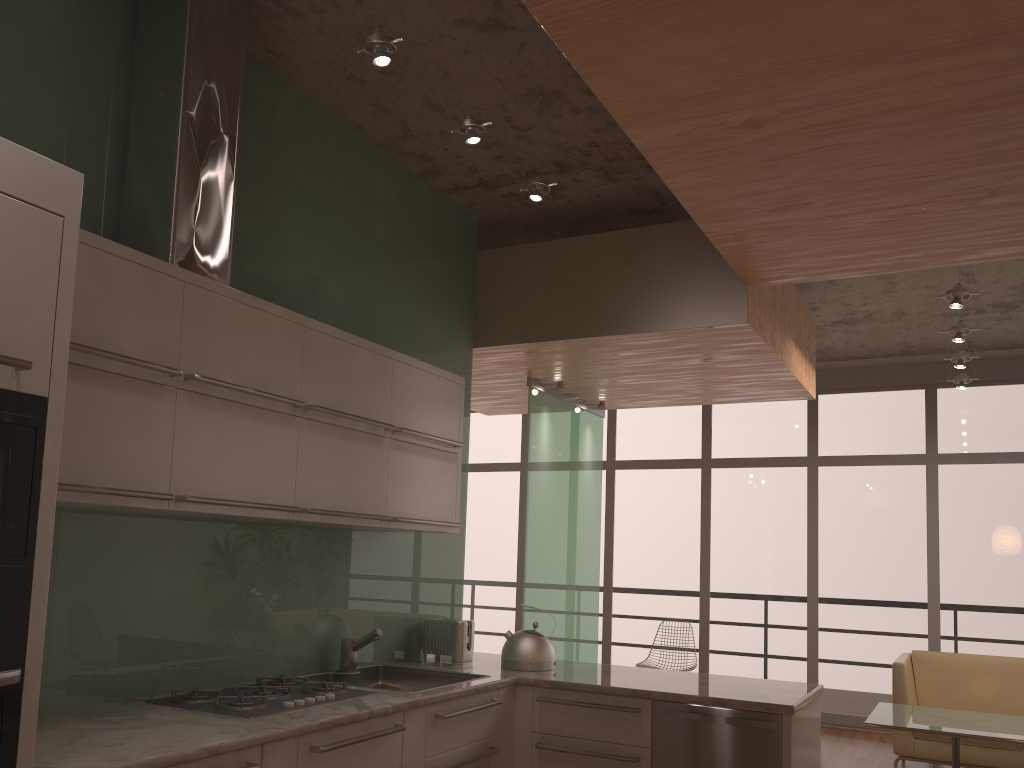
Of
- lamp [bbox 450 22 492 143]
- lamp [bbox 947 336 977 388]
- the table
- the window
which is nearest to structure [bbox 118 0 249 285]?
lamp [bbox 450 22 492 143]

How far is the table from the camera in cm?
475

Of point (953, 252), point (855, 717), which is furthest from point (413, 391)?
point (855, 717)

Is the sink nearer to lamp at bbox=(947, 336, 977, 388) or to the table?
the table

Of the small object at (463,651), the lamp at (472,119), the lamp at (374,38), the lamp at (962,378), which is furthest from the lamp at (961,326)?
the lamp at (374,38)

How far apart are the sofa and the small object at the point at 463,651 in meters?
3.4 m

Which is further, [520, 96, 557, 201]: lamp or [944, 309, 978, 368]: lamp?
[944, 309, 978, 368]: lamp

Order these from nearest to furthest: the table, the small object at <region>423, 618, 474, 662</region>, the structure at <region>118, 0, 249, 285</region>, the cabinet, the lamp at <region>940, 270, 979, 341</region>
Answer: the cabinet, the structure at <region>118, 0, 249, 285</region>, the small object at <region>423, 618, 474, 662</region>, the table, the lamp at <region>940, 270, 979, 341</region>

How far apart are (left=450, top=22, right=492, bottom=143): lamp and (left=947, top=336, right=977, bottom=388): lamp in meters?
5.4 m

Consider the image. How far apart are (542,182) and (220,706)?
2.4 meters
